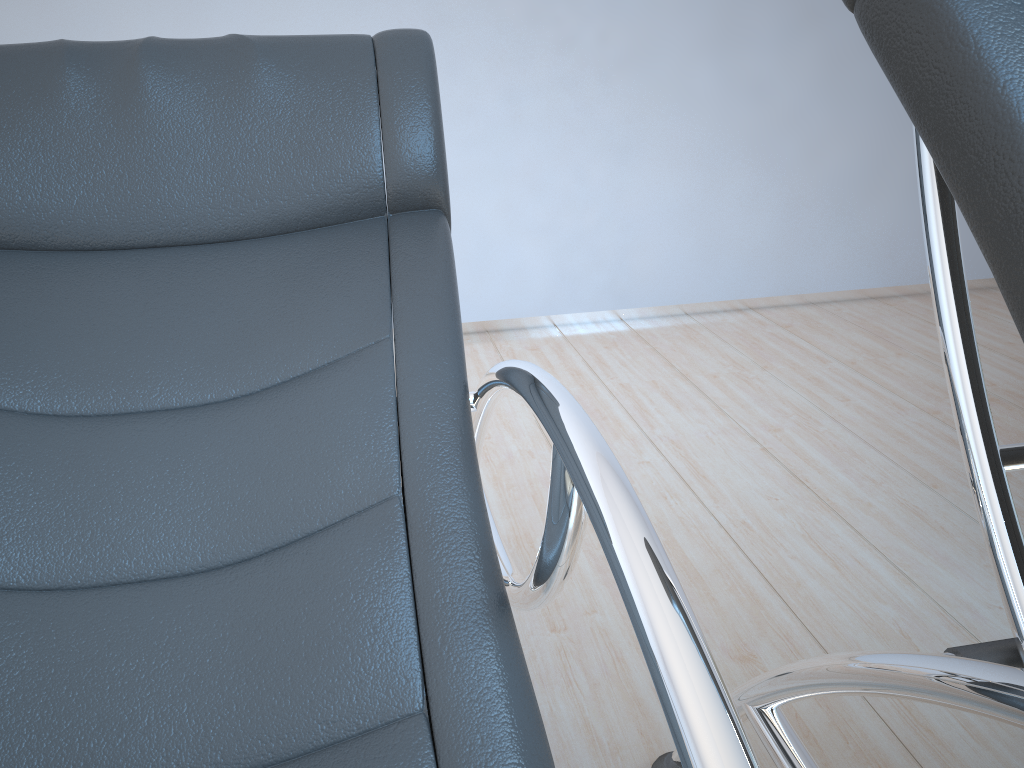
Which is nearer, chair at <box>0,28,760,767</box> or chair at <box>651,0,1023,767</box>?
chair at <box>651,0,1023,767</box>

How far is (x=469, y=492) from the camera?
0.8m

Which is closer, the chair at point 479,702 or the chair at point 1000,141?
the chair at point 1000,141

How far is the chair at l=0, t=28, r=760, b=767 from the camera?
0.72m

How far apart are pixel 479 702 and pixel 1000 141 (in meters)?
0.55

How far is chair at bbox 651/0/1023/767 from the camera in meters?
0.5 m

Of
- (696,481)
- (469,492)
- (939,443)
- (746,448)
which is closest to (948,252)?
(469,492)

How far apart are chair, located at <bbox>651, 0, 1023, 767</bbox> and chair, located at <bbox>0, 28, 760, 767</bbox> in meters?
0.2

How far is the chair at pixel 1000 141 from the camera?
0.5m

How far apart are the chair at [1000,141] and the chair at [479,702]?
0.2m
